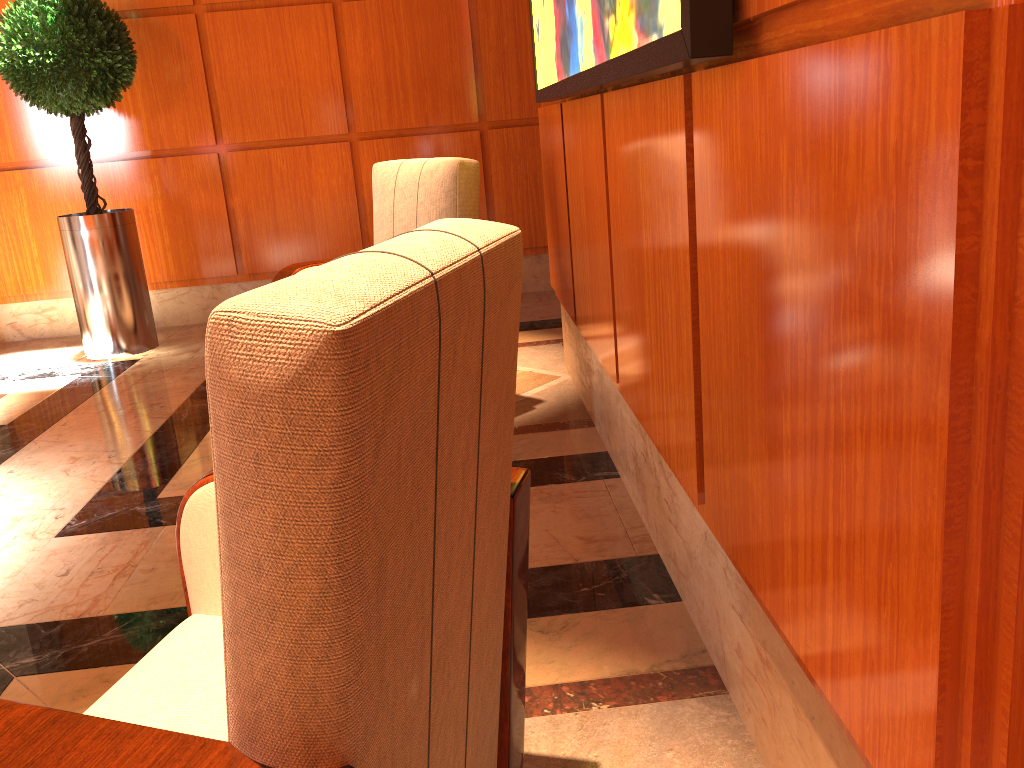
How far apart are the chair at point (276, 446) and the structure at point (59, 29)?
3.8 meters

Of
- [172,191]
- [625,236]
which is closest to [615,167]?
[625,236]

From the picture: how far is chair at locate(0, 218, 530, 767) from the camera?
0.7 meters

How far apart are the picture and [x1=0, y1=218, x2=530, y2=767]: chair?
0.3m

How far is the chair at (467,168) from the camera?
Result: 3.3 meters

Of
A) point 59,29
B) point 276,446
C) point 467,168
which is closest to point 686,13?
point 276,446

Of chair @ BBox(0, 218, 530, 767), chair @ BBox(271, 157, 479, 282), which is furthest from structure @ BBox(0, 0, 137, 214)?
chair @ BBox(0, 218, 530, 767)

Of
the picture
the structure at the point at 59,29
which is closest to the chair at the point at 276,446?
the picture

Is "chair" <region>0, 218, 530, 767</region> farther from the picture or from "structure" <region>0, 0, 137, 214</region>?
"structure" <region>0, 0, 137, 214</region>

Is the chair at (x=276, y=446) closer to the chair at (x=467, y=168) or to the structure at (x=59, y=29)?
the chair at (x=467, y=168)
